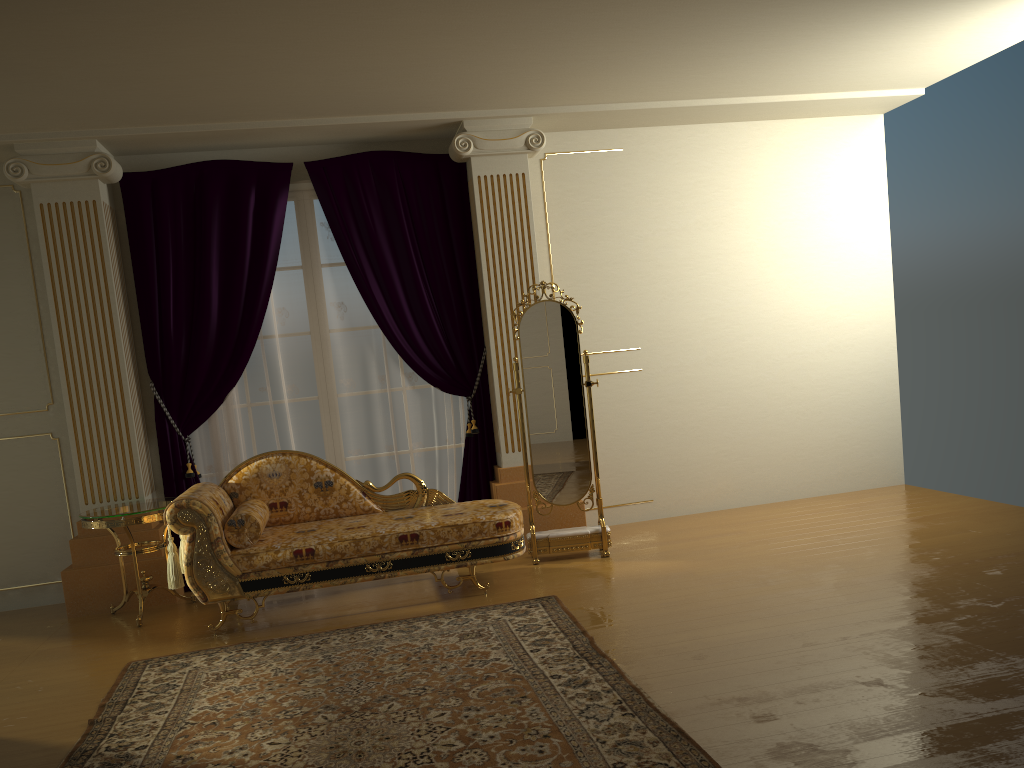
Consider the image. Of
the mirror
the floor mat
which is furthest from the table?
the mirror

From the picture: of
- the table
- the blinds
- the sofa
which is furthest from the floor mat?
the blinds

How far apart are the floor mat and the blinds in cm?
145

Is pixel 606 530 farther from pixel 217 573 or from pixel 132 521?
pixel 132 521

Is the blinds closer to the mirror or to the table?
the table

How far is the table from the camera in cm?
475

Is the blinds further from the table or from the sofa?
the sofa

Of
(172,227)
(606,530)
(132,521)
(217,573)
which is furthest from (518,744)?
(172,227)

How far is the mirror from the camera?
5.3 meters

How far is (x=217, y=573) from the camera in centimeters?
441cm
